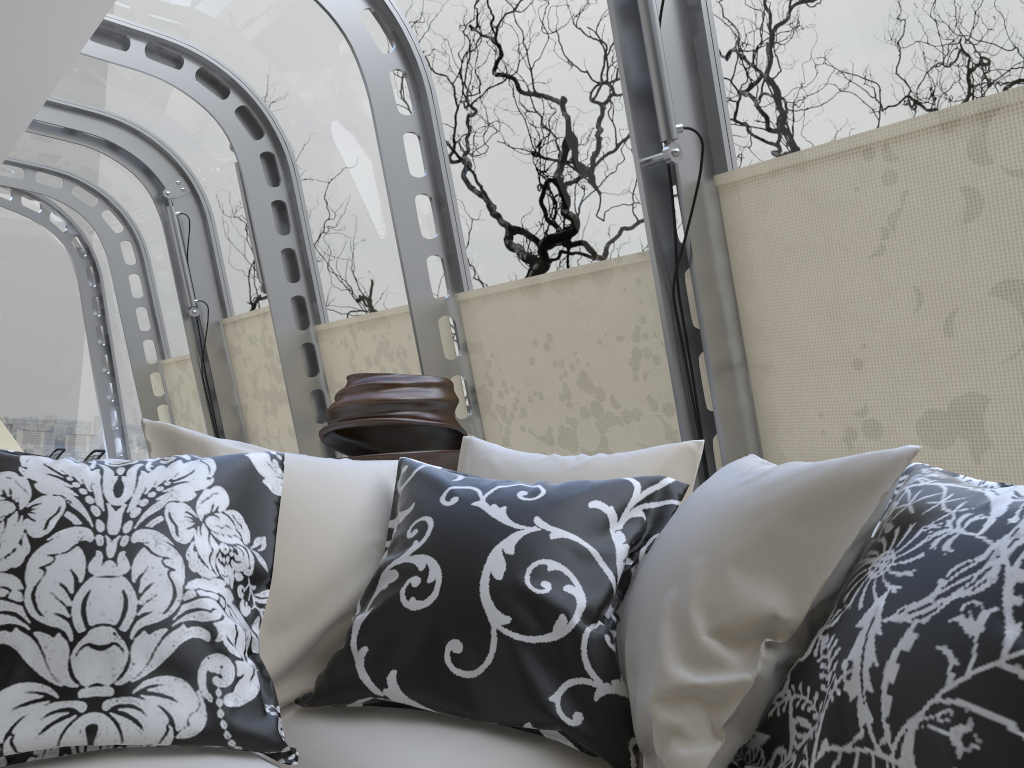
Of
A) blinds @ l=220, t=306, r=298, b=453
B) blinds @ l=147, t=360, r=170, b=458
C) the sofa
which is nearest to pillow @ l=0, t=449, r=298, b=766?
the sofa

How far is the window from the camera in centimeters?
285cm

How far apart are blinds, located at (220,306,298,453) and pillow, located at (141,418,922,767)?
4.15m

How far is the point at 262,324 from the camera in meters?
6.1

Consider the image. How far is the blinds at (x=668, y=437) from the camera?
3.4m

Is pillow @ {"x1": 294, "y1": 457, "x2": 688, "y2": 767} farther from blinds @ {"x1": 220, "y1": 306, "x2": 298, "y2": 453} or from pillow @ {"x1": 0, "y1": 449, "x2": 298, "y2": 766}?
blinds @ {"x1": 220, "y1": 306, "x2": 298, "y2": 453}

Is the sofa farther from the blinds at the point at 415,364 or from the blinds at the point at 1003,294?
the blinds at the point at 415,364

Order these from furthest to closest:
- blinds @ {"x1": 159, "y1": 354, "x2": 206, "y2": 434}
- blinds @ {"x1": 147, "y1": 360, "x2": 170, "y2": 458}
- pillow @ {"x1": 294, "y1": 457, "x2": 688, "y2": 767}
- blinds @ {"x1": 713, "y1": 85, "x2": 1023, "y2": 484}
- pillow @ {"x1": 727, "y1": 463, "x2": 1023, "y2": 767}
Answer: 1. blinds @ {"x1": 147, "y1": 360, "x2": 170, "y2": 458}
2. blinds @ {"x1": 159, "y1": 354, "x2": 206, "y2": 434}
3. blinds @ {"x1": 713, "y1": 85, "x2": 1023, "y2": 484}
4. pillow @ {"x1": 294, "y1": 457, "x2": 688, "y2": 767}
5. pillow @ {"x1": 727, "y1": 463, "x2": 1023, "y2": 767}

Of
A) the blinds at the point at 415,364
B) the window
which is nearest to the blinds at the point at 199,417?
the window

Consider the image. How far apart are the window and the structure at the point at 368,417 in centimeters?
66cm
